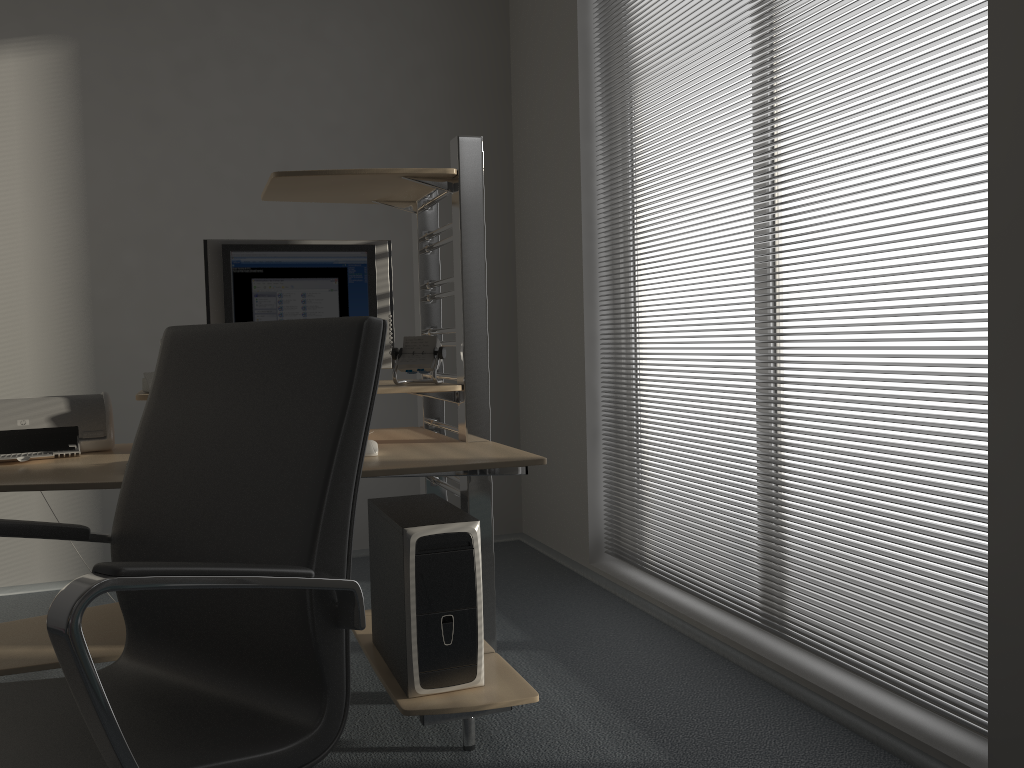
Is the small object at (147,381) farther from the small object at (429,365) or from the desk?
the small object at (429,365)

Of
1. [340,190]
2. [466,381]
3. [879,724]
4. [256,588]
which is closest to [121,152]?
[340,190]

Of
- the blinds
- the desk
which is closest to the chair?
the desk

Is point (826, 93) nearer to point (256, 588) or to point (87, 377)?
point (256, 588)

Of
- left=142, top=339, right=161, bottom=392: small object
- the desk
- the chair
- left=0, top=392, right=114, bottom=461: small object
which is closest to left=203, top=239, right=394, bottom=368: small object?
the desk

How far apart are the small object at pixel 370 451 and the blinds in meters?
1.2 m

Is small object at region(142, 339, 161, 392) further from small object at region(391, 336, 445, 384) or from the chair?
the chair

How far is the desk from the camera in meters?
2.1 m

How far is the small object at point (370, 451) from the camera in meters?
2.2 m

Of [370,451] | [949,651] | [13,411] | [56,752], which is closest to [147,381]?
[13,411]
